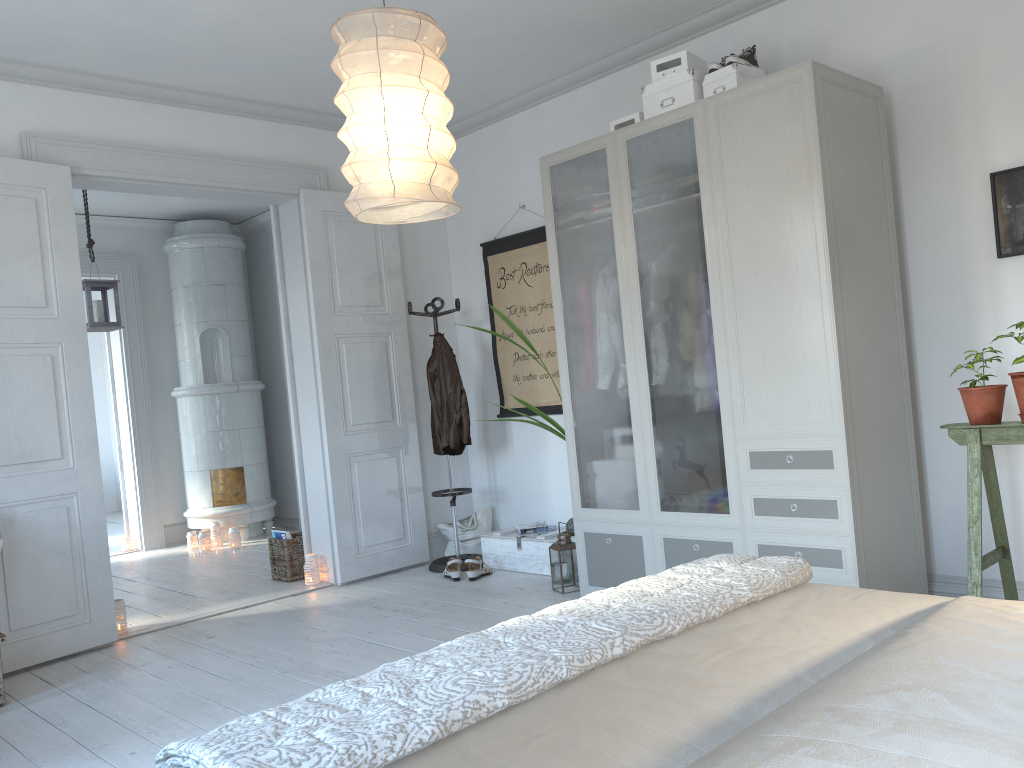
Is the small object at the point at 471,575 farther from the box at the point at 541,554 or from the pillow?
the pillow

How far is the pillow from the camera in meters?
5.7 m

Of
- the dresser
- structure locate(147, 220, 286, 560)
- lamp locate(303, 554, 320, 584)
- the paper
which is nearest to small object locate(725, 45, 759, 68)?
the dresser

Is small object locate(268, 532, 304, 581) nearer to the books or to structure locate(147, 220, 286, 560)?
the books

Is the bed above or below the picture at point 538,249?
below

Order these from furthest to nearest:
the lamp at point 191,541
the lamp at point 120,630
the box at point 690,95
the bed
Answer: the lamp at point 191,541, the lamp at point 120,630, the box at point 690,95, the bed

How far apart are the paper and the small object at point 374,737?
3.06m

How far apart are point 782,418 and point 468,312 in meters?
2.9

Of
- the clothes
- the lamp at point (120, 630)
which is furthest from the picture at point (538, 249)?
the lamp at point (120, 630)

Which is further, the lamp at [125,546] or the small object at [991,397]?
the lamp at [125,546]
